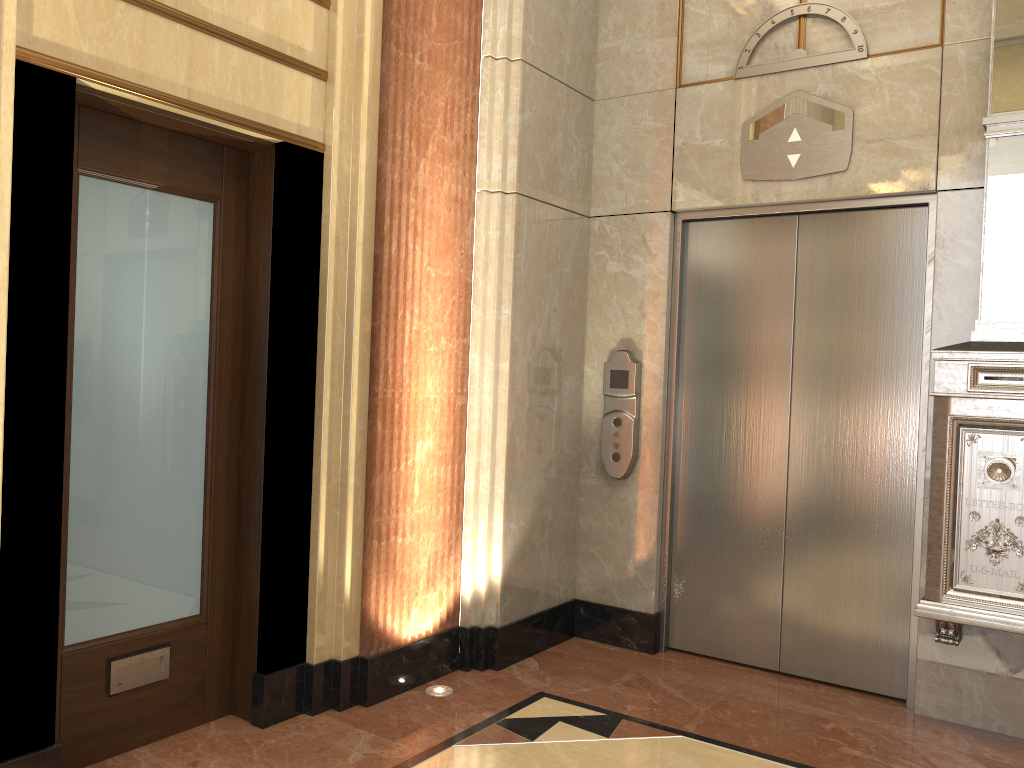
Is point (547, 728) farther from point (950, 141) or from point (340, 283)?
point (950, 141)
